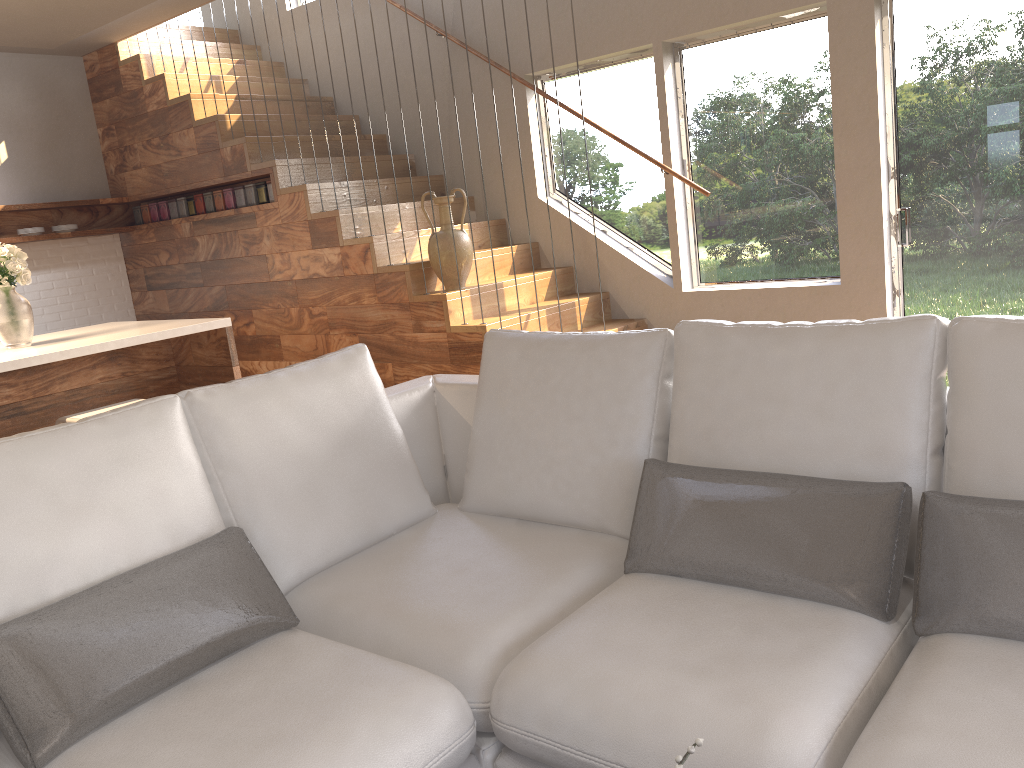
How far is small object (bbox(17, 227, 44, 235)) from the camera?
6.15m

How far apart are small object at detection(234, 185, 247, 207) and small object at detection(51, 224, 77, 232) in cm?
141

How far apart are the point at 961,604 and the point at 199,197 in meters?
5.7

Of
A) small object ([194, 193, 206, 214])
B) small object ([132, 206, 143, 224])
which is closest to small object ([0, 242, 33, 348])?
small object ([194, 193, 206, 214])

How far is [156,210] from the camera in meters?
A: 6.6

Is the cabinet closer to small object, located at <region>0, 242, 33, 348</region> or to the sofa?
small object, located at <region>0, 242, 33, 348</region>

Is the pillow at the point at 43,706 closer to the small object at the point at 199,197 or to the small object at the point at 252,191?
the small object at the point at 252,191

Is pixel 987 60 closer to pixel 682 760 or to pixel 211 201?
pixel 682 760

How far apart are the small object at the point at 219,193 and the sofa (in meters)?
3.68

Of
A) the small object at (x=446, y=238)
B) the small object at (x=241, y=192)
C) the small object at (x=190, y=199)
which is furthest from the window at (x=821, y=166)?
the small object at (x=190, y=199)
